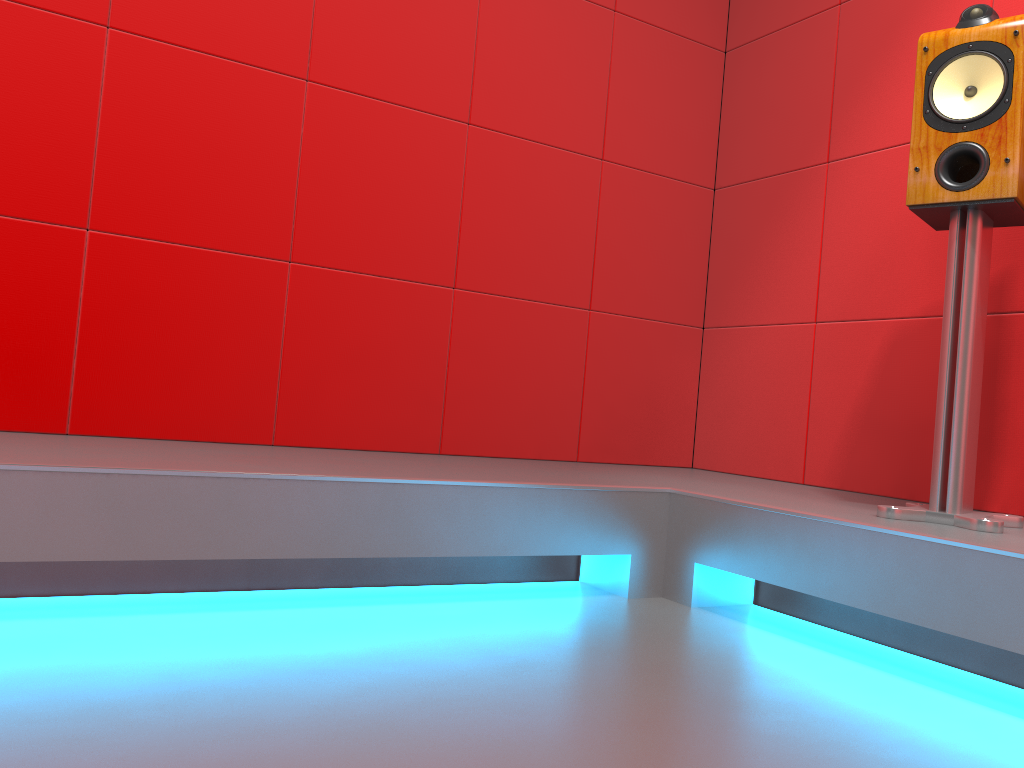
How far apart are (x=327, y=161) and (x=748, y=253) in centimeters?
144cm

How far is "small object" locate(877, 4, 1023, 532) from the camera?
1.7m

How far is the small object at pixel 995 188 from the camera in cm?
173

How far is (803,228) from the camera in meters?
2.8

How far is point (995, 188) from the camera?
1.7m

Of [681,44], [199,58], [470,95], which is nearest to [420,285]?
[470,95]
